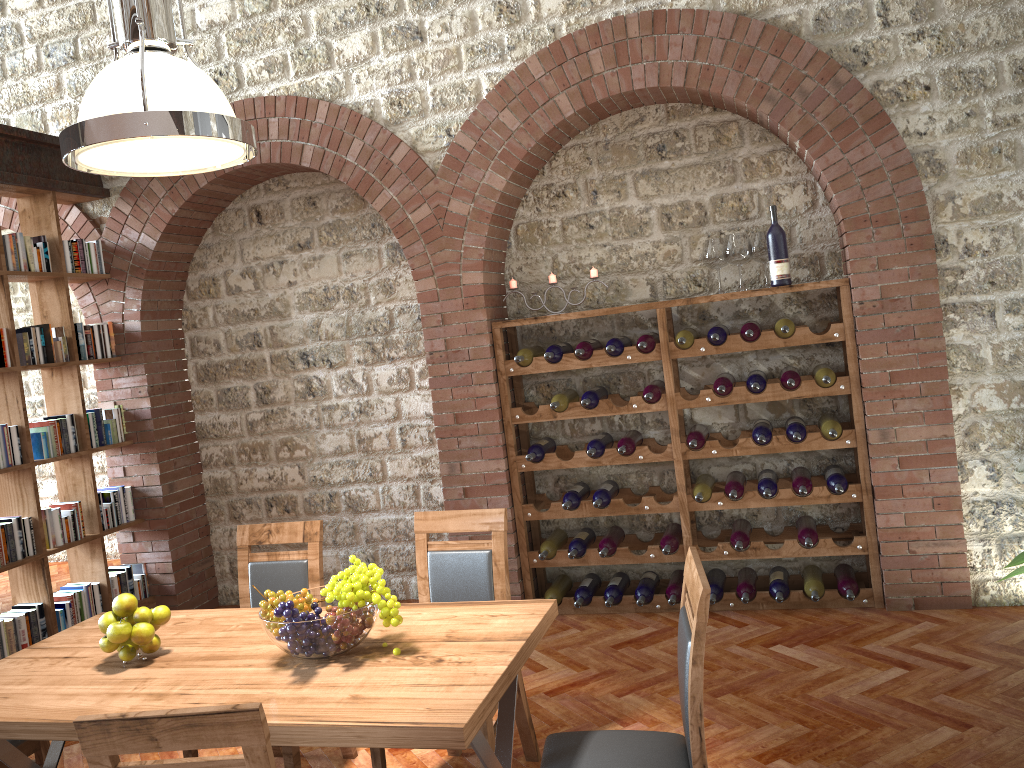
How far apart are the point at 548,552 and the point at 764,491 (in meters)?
1.25

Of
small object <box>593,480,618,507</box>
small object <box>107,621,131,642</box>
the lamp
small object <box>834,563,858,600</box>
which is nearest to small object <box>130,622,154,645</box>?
small object <box>107,621,131,642</box>

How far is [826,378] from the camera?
4.44m

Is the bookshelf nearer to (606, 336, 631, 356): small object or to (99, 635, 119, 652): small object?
(99, 635, 119, 652): small object

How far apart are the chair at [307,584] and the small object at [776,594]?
2.29m

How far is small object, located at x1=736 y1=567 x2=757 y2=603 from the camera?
4.7m

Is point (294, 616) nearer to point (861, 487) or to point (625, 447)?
point (625, 447)

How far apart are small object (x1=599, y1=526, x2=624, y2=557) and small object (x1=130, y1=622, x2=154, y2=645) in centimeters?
267cm

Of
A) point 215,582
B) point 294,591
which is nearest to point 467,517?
point 294,591

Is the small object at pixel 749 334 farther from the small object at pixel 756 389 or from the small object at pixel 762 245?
the small object at pixel 762 245
